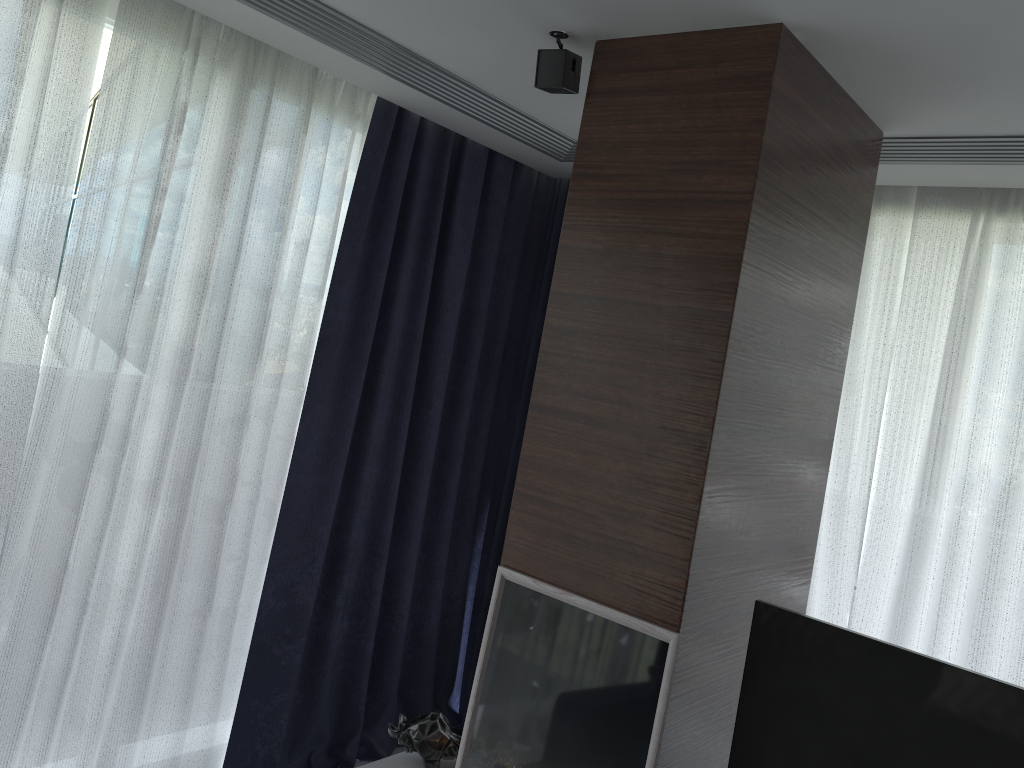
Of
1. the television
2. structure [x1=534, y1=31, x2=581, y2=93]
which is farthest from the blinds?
the television

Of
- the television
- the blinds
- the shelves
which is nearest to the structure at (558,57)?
the blinds

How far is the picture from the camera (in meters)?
1.95

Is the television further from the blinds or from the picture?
the blinds

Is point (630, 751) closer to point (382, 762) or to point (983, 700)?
point (983, 700)

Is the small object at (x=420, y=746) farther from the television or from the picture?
the television

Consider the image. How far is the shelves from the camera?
2.63m

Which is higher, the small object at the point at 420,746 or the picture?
the picture

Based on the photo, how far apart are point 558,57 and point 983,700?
1.7 meters

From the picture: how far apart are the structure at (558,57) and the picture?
1.20m
